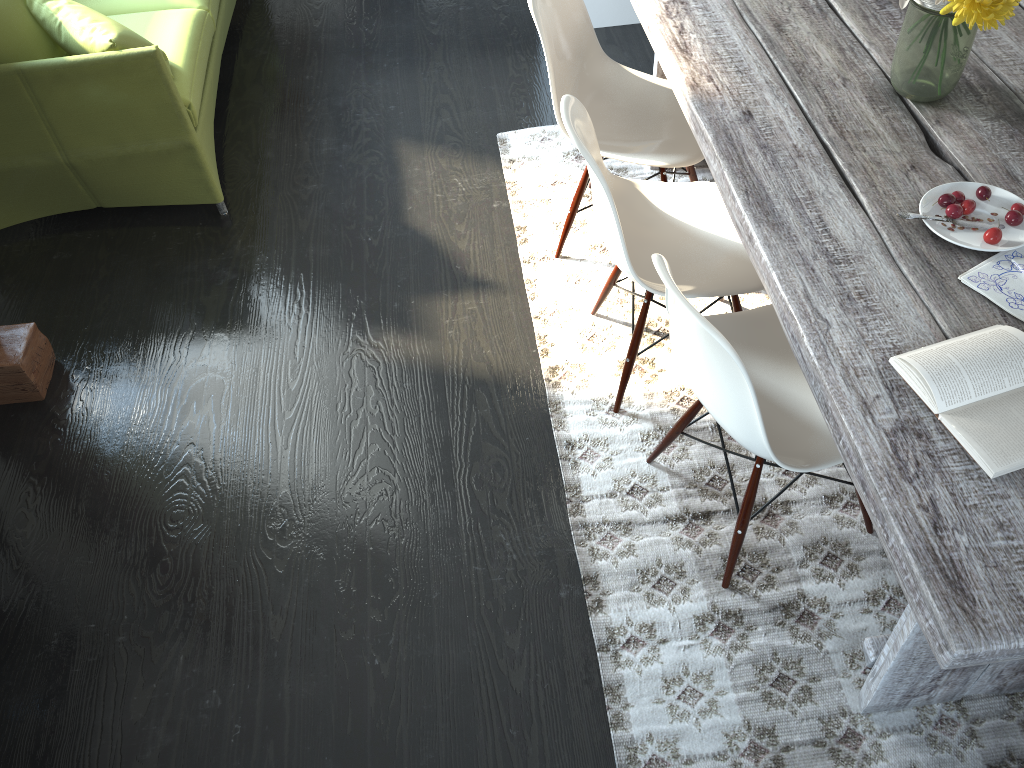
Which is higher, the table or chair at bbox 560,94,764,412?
the table

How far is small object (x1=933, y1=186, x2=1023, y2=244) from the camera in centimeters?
158cm

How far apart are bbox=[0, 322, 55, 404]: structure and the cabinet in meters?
2.5

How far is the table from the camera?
1.2m

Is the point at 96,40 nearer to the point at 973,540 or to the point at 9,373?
the point at 9,373

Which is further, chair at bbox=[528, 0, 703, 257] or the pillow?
the pillow

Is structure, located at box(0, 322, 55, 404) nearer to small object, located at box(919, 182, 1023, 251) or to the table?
the table

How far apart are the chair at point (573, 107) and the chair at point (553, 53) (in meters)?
0.11

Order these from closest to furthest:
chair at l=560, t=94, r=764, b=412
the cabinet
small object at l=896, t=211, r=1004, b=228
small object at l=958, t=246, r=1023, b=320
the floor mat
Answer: small object at l=958, t=246, r=1023, b=320 < small object at l=896, t=211, r=1004, b=228 < the floor mat < chair at l=560, t=94, r=764, b=412 < the cabinet

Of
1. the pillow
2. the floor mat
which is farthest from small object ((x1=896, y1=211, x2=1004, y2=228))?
the pillow
